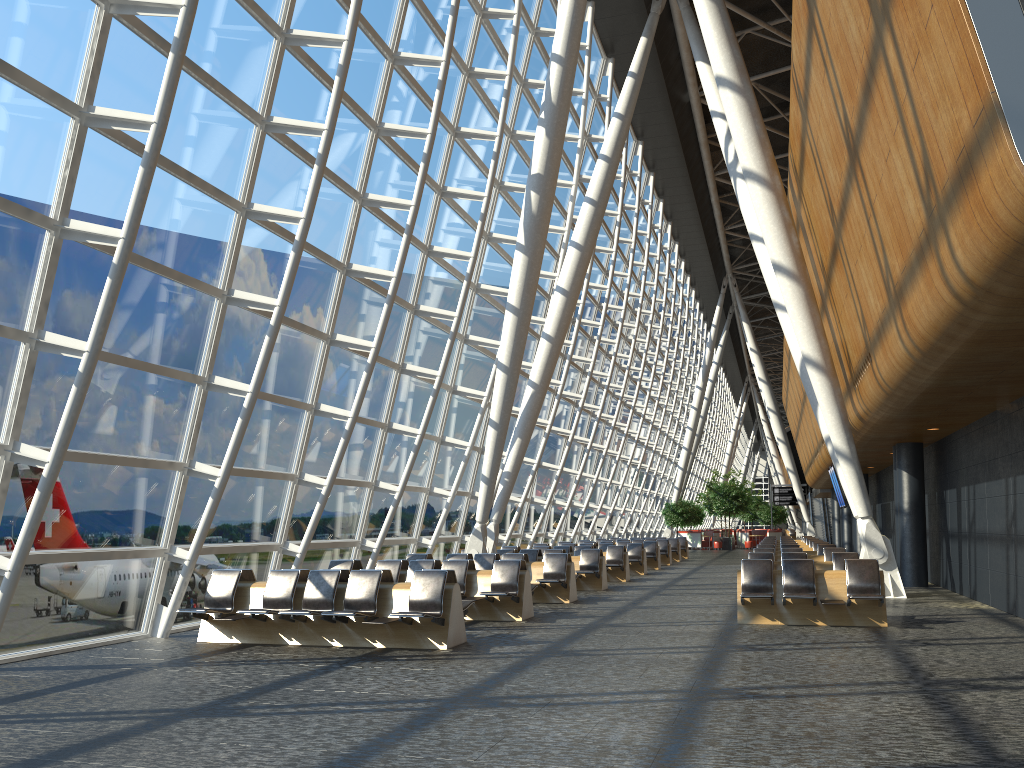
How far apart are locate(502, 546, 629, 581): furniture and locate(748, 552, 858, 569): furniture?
6.0 meters

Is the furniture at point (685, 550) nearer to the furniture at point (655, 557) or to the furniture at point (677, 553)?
the furniture at point (677, 553)

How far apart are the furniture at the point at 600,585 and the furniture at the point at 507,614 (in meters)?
4.63

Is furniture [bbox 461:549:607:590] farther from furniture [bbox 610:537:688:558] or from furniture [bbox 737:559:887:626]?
furniture [bbox 610:537:688:558]

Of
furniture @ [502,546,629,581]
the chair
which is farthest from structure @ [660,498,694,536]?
furniture @ [502,546,629,581]

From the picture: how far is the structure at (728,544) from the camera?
47.10m

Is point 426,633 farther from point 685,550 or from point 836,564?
point 685,550

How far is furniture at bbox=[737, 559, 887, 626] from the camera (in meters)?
11.38

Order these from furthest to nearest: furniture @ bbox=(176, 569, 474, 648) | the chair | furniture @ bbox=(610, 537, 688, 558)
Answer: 1. the chair
2. furniture @ bbox=(610, 537, 688, 558)
3. furniture @ bbox=(176, 569, 474, 648)

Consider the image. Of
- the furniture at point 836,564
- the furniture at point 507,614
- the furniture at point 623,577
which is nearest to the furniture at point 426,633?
the furniture at point 507,614
